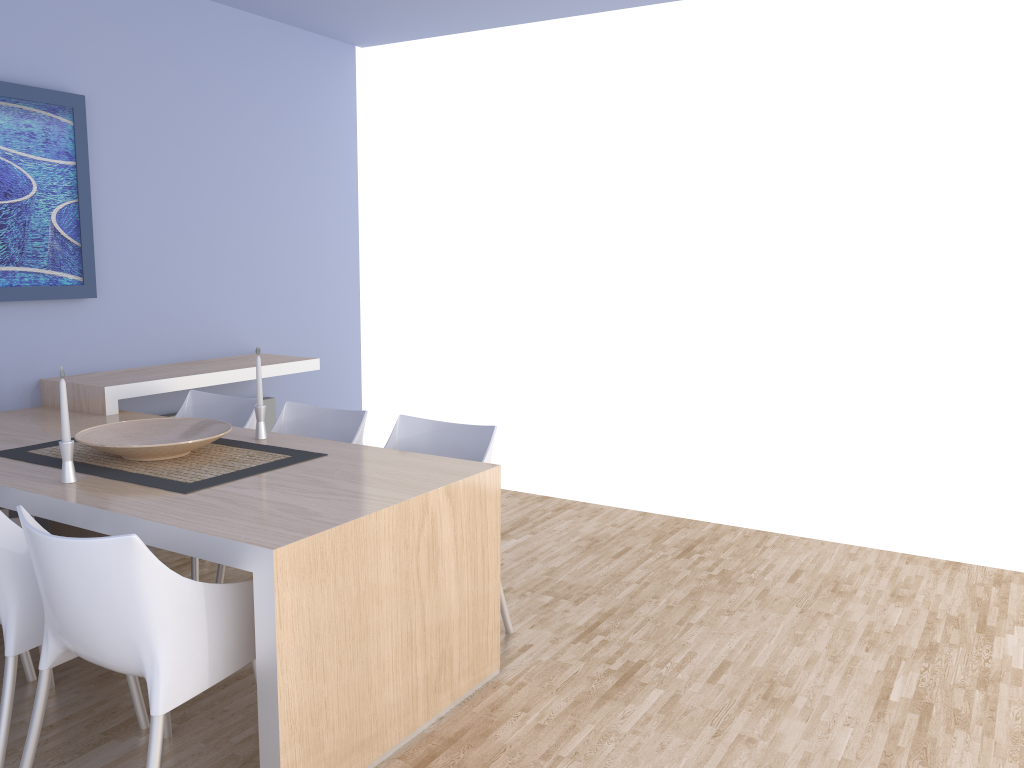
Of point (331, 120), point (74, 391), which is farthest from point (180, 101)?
point (74, 391)

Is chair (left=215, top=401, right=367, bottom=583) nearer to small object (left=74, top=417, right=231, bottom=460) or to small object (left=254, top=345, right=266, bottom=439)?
small object (left=254, top=345, right=266, bottom=439)

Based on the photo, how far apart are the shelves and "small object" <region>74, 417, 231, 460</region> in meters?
0.7

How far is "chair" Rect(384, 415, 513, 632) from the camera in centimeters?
323cm

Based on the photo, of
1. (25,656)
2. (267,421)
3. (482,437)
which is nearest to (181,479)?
(25,656)

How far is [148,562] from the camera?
1.9m

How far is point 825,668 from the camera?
3.04m

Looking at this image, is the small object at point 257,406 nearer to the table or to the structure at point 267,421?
the table

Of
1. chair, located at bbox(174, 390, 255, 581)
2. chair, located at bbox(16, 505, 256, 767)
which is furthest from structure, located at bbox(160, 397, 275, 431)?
chair, located at bbox(16, 505, 256, 767)

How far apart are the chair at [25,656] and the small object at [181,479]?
0.2 meters
